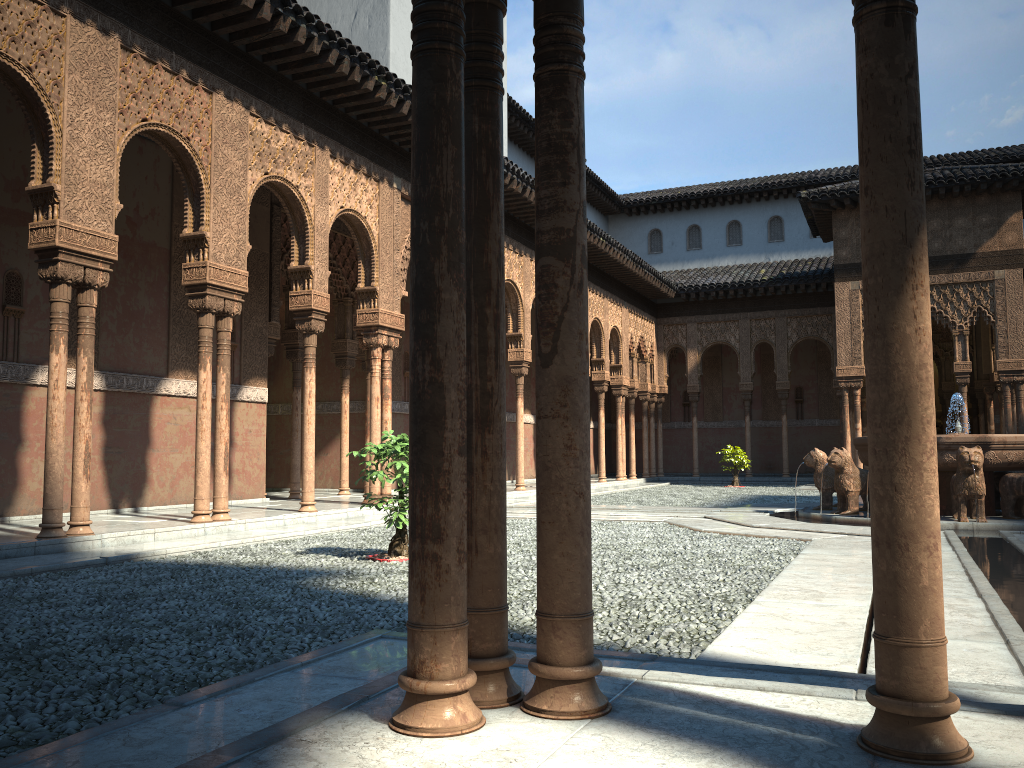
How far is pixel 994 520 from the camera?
11.5m

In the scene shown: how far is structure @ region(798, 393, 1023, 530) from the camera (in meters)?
11.52

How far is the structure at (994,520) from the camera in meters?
11.5 m

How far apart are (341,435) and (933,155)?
26.55m
